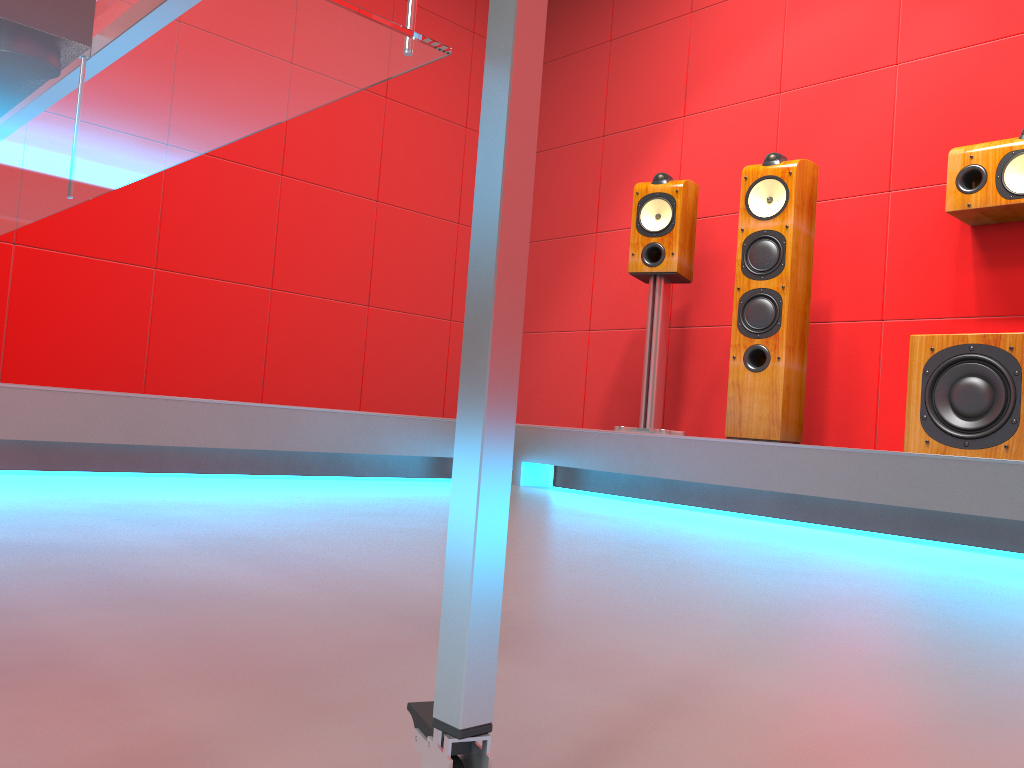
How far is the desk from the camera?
0.49m

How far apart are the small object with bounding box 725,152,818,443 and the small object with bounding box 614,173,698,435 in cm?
29

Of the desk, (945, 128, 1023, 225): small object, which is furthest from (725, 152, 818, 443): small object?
the desk

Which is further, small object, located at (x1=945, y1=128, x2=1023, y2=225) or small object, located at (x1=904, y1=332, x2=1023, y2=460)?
small object, located at (x1=945, y1=128, x2=1023, y2=225)

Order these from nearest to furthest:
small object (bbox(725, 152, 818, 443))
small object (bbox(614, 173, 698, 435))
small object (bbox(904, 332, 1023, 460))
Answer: small object (bbox(904, 332, 1023, 460))
small object (bbox(725, 152, 818, 443))
small object (bbox(614, 173, 698, 435))

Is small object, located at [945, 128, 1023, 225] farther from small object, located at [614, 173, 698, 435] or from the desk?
the desk

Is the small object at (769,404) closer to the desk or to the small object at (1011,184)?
the small object at (1011,184)

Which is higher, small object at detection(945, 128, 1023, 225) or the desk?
small object at detection(945, 128, 1023, 225)

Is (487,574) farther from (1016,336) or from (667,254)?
(667,254)

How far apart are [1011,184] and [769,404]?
1.0m
